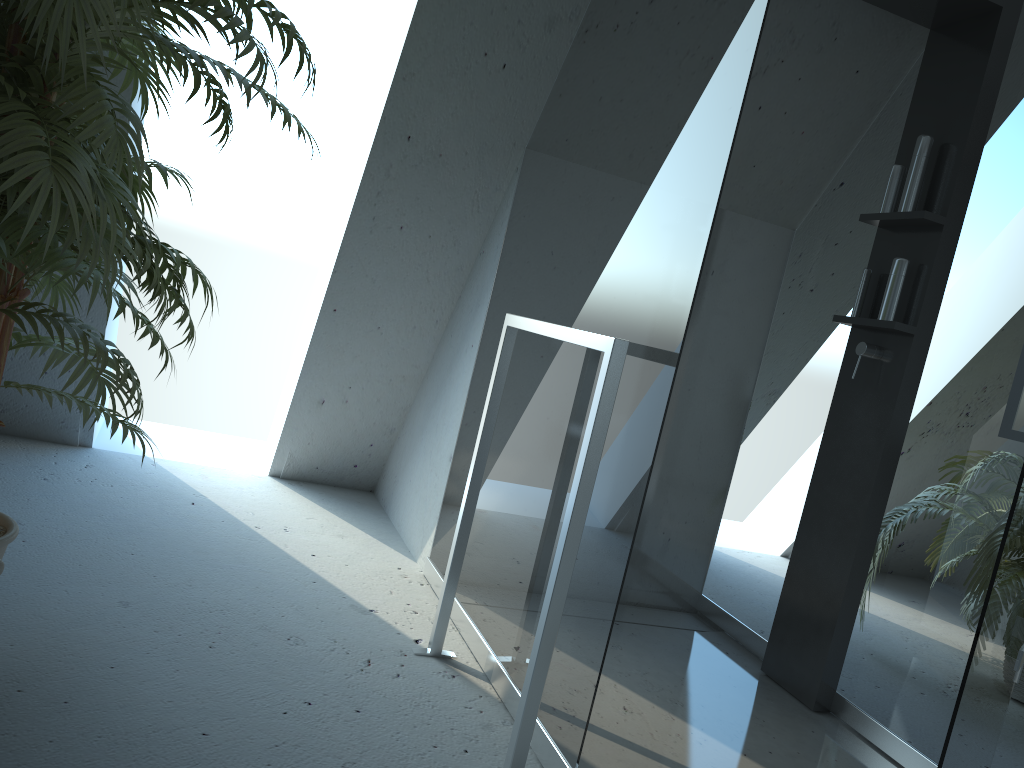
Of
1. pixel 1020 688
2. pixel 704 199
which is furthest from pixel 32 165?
pixel 1020 688

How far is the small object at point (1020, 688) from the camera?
2.9m

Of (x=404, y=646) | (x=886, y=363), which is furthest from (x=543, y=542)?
(x=886, y=363)

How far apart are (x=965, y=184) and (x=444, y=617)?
1.75m

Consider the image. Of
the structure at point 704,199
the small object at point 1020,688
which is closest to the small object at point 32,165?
the structure at point 704,199

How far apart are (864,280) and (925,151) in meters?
0.4 m

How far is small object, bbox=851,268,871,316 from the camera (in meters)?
2.49

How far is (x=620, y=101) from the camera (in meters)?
2.07

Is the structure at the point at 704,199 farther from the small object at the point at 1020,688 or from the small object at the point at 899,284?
the small object at the point at 1020,688

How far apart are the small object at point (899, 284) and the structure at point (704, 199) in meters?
0.1 m
